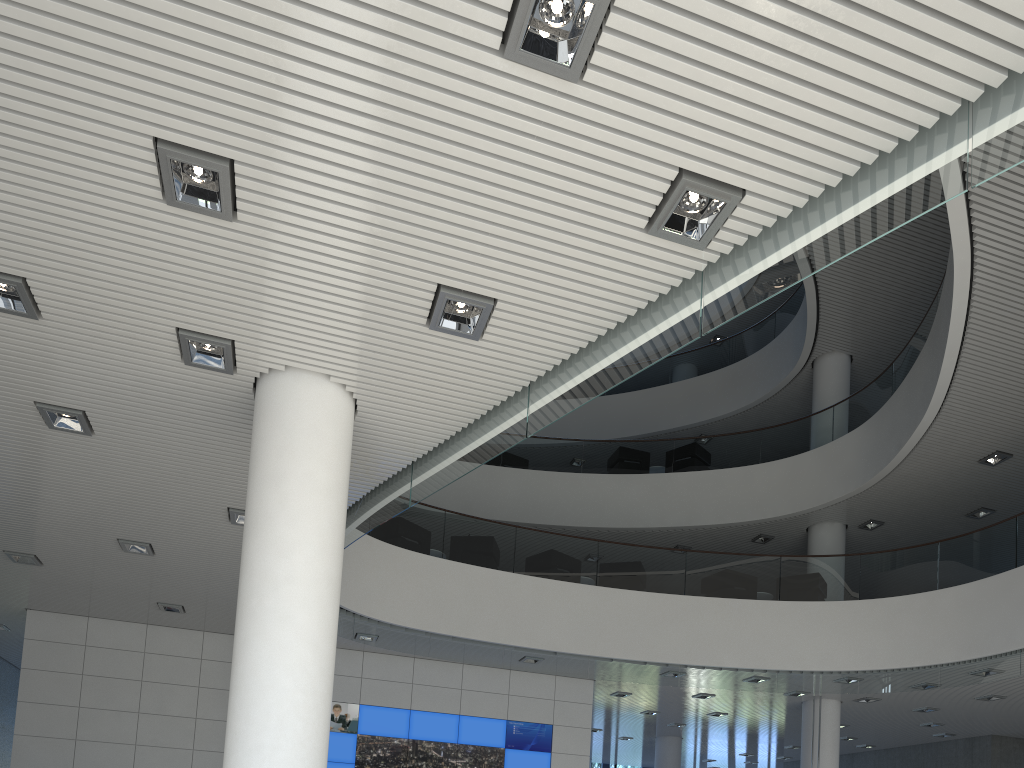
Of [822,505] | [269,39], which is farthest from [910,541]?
[269,39]
